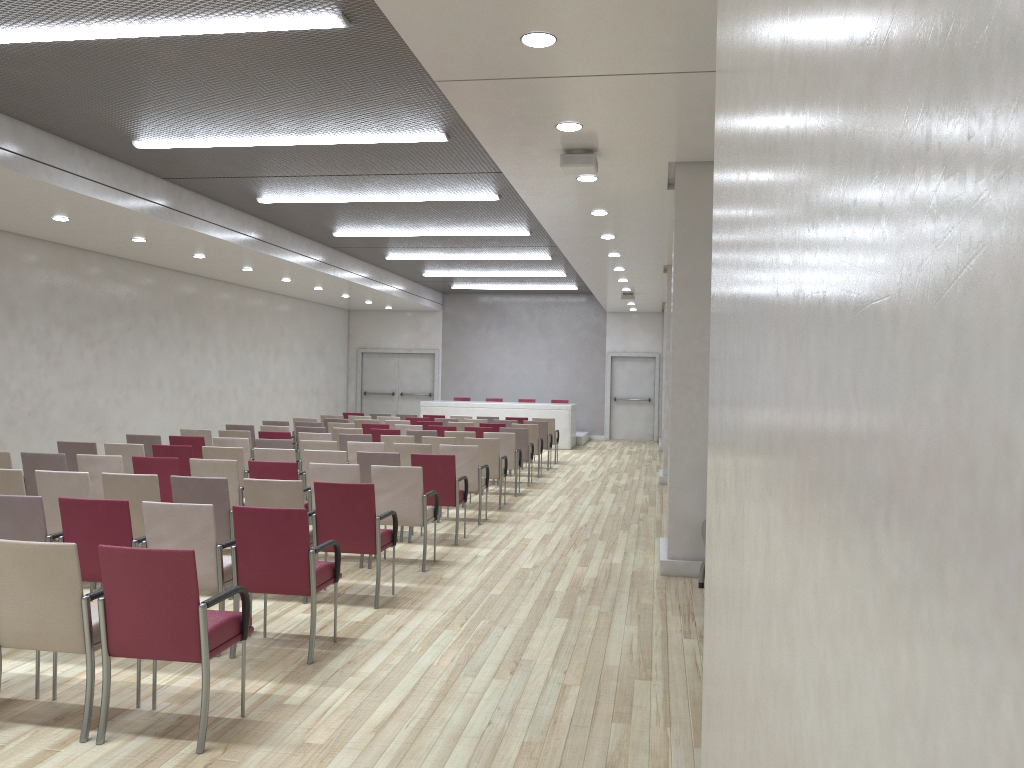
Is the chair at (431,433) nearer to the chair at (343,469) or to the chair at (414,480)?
the chair at (414,480)

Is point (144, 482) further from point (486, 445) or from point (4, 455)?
point (486, 445)

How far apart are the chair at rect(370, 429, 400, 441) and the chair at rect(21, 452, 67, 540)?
5.07m

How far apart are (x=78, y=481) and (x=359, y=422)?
8.66m

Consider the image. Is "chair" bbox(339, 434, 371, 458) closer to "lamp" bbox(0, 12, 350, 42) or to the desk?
"lamp" bbox(0, 12, 350, 42)

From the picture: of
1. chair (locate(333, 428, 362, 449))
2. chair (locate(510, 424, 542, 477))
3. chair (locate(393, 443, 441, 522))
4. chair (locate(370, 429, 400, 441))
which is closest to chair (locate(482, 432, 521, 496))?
chair (locate(370, 429, 400, 441))

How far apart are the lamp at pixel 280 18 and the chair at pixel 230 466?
3.5 meters

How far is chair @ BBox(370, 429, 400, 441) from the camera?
12.6m

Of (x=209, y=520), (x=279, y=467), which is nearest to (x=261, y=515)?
(x=209, y=520)

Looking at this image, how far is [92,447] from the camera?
9.27m
